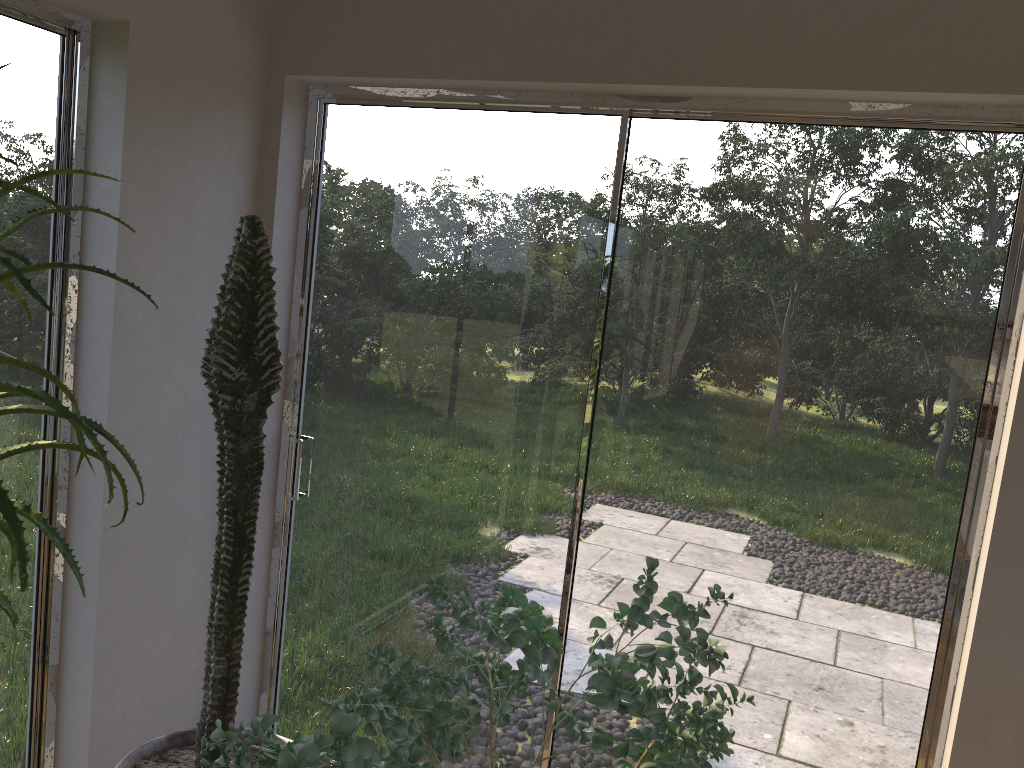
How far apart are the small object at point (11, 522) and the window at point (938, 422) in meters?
1.3 m

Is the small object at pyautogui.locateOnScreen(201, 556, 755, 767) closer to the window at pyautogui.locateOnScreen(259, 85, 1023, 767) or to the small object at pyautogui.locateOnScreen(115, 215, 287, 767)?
the small object at pyautogui.locateOnScreen(115, 215, 287, 767)

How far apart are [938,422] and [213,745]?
1.75m

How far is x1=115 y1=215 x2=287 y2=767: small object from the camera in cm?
176

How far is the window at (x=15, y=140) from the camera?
2.1 meters

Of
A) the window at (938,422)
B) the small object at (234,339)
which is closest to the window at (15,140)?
the small object at (234,339)

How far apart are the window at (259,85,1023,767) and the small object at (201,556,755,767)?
0.56m

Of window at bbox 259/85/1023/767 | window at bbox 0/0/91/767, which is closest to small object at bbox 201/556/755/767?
window at bbox 259/85/1023/767

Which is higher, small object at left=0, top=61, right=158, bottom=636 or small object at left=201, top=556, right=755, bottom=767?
small object at left=0, top=61, right=158, bottom=636

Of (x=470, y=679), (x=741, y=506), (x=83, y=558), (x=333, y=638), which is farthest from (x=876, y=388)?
(x=83, y=558)
